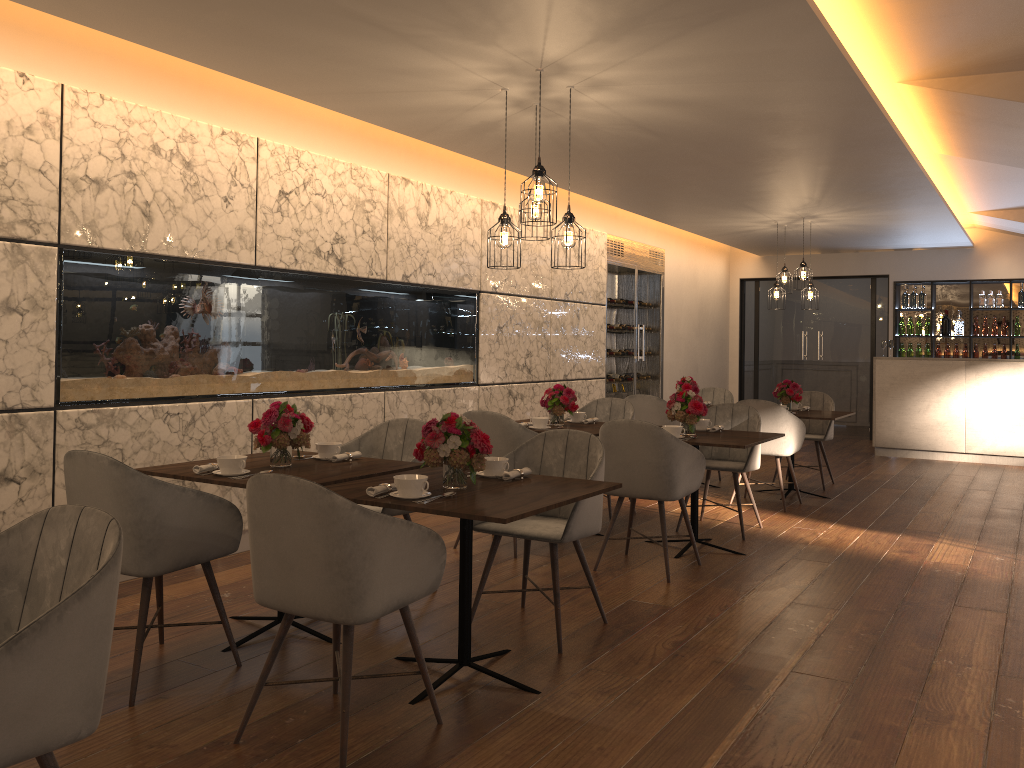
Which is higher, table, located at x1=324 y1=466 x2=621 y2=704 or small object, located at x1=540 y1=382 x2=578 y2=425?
small object, located at x1=540 y1=382 x2=578 y2=425

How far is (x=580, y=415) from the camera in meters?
6.3 m

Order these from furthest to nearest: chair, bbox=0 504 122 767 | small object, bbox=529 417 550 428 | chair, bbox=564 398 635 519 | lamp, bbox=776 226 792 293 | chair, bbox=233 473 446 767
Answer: lamp, bbox=776 226 792 293 < chair, bbox=564 398 635 519 < small object, bbox=529 417 550 428 < chair, bbox=233 473 446 767 < chair, bbox=0 504 122 767

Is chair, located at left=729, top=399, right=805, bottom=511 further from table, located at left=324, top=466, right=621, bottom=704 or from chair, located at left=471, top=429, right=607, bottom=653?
table, located at left=324, top=466, right=621, bottom=704

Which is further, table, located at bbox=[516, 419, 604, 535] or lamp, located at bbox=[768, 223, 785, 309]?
lamp, located at bbox=[768, 223, 785, 309]

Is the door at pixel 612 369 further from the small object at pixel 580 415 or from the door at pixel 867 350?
the small object at pixel 580 415

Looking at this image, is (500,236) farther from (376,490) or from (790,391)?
(790,391)

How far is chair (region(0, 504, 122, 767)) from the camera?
1.73m

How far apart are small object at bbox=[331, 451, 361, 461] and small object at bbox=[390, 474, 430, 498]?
0.93m

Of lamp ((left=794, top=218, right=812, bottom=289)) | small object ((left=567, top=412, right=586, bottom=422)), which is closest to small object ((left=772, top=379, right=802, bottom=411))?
lamp ((left=794, top=218, right=812, bottom=289))
